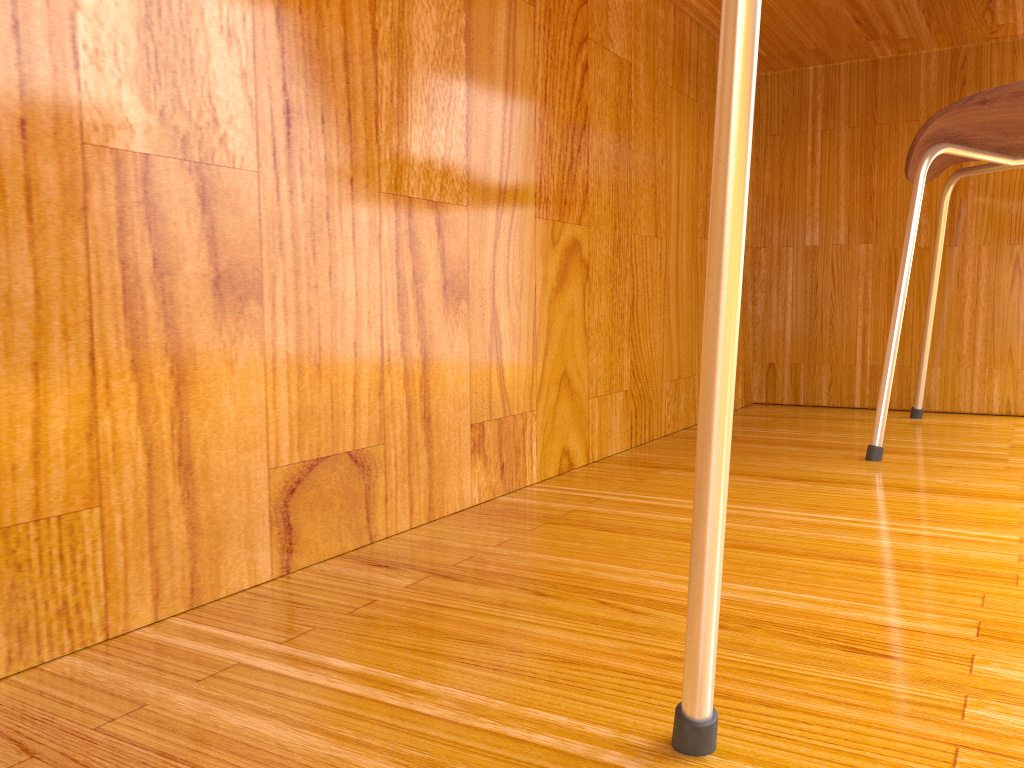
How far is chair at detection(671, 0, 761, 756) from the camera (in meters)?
0.28

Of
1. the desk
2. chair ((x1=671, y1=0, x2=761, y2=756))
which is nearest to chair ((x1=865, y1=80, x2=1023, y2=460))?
the desk

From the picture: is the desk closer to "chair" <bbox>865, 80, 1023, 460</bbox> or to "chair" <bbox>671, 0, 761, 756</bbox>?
"chair" <bbox>865, 80, 1023, 460</bbox>

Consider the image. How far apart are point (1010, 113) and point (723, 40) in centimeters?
82cm

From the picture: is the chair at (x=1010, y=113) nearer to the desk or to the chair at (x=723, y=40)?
the desk

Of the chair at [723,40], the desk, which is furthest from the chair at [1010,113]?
the chair at [723,40]

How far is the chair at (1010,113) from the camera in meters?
0.9 m

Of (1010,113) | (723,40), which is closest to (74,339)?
(723,40)

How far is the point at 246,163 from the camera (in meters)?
0.54

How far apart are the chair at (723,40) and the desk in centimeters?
30cm
